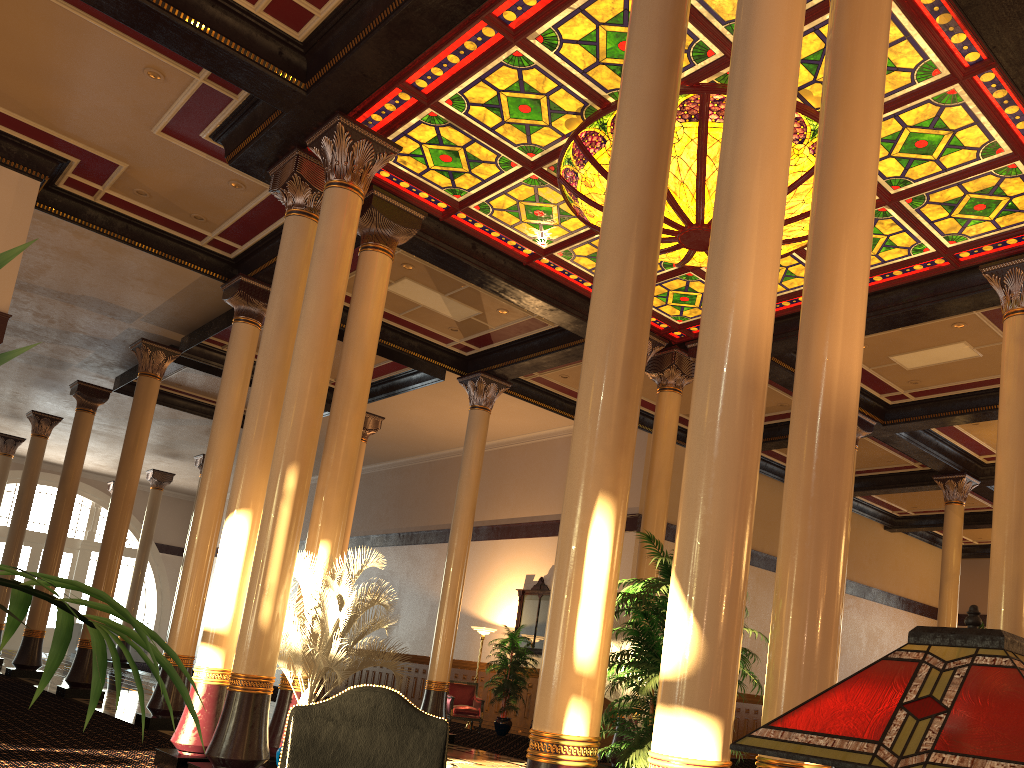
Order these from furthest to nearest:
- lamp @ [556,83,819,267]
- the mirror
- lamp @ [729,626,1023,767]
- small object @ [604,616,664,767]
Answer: the mirror < small object @ [604,616,664,767] < lamp @ [556,83,819,267] < lamp @ [729,626,1023,767]

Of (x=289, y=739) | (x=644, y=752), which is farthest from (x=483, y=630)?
(x=289, y=739)

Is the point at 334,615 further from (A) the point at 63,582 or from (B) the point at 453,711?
(B) the point at 453,711

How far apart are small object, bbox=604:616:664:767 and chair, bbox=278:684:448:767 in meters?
7.8 m

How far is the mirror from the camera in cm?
1678

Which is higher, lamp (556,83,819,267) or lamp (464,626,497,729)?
lamp (556,83,819,267)

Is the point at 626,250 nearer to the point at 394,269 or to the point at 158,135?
the point at 158,135

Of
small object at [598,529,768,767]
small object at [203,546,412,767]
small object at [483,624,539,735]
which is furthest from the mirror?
small object at [598,529,768,767]

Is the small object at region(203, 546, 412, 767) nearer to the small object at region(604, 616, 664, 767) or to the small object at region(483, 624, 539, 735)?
the small object at region(604, 616, 664, 767)

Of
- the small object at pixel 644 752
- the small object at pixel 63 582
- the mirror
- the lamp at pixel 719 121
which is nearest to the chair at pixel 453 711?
the mirror
